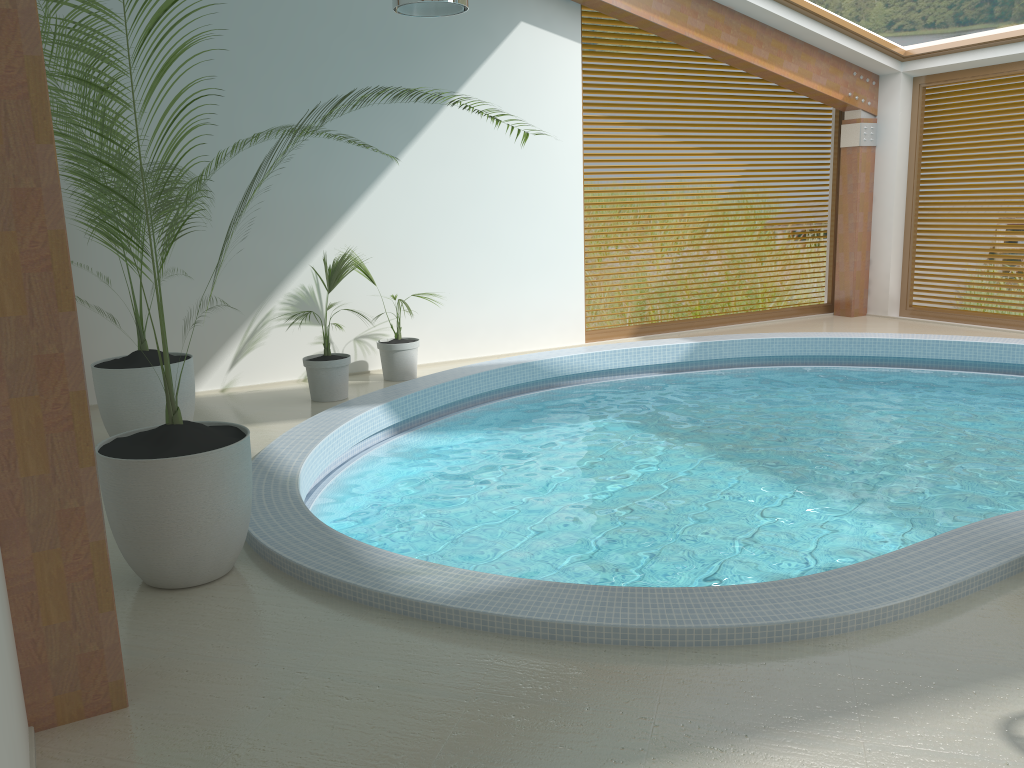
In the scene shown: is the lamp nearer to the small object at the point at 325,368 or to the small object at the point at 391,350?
the small object at the point at 325,368

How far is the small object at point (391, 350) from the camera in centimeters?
835cm

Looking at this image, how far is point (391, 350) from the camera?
8.3 meters

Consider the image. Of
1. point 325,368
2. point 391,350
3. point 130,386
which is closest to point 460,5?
point 325,368

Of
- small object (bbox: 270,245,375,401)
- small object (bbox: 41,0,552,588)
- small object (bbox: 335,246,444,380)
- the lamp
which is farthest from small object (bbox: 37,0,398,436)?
the lamp

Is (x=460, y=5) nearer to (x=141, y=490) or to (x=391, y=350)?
(x=391, y=350)

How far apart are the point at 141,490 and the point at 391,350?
4.7m

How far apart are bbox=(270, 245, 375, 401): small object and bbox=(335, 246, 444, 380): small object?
0.3 meters

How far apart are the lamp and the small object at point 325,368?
2.5 meters

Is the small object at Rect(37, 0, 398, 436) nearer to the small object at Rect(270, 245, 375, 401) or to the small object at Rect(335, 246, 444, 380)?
the small object at Rect(270, 245, 375, 401)
